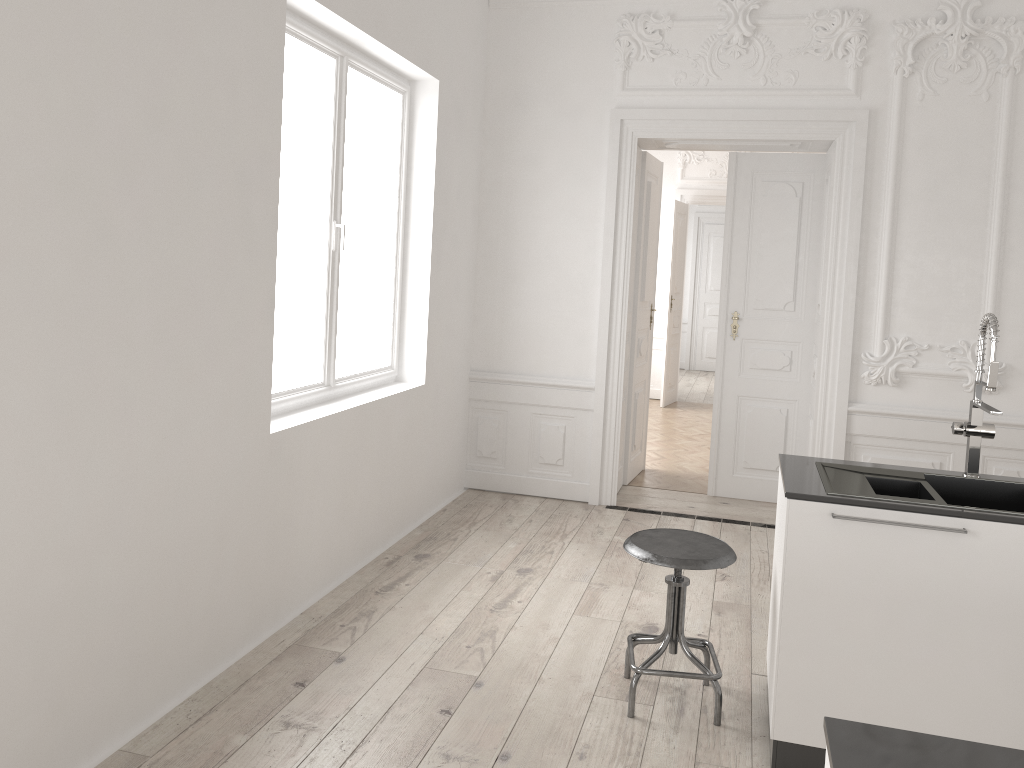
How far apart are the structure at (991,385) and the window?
2.7 meters

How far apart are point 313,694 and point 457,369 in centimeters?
289cm

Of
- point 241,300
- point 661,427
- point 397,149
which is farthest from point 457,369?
point 661,427

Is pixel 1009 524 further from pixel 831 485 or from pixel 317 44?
pixel 317 44

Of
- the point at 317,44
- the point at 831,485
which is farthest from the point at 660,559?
the point at 317,44

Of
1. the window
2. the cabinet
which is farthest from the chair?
the window

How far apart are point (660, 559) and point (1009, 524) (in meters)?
1.08

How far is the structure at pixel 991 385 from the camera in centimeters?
294cm

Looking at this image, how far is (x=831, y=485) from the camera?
2.89m

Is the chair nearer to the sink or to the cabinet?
the cabinet
